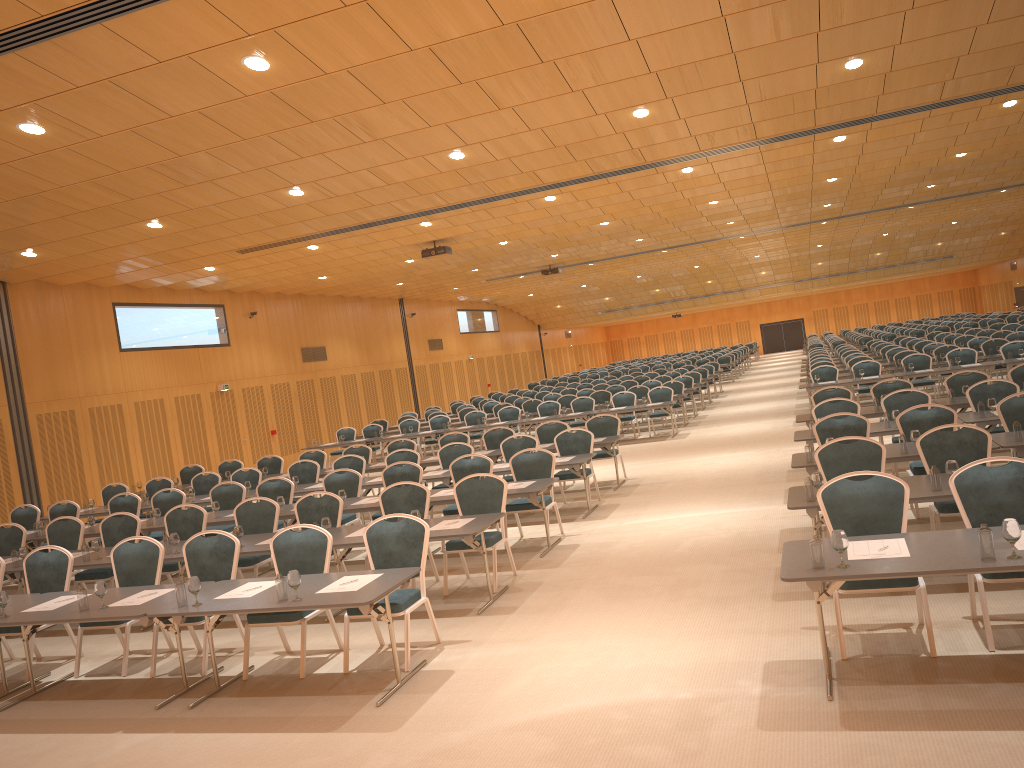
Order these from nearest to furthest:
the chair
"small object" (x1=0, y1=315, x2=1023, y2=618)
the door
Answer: "small object" (x1=0, y1=315, x2=1023, y2=618) → the chair → the door

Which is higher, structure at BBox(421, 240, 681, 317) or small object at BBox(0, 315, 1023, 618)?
structure at BBox(421, 240, 681, 317)

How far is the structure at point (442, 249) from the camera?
19.5m

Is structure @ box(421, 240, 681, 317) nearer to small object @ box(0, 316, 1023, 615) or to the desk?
the desk

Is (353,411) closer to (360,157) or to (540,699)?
(360,157)

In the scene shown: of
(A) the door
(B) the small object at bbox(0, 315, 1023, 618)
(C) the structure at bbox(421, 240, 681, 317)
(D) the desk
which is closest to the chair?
(D) the desk

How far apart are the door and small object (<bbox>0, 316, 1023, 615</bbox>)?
42.14m

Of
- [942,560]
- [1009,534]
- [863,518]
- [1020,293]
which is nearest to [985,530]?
[1009,534]

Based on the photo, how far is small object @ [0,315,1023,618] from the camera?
4.80m

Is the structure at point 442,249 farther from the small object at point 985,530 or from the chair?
the small object at point 985,530
